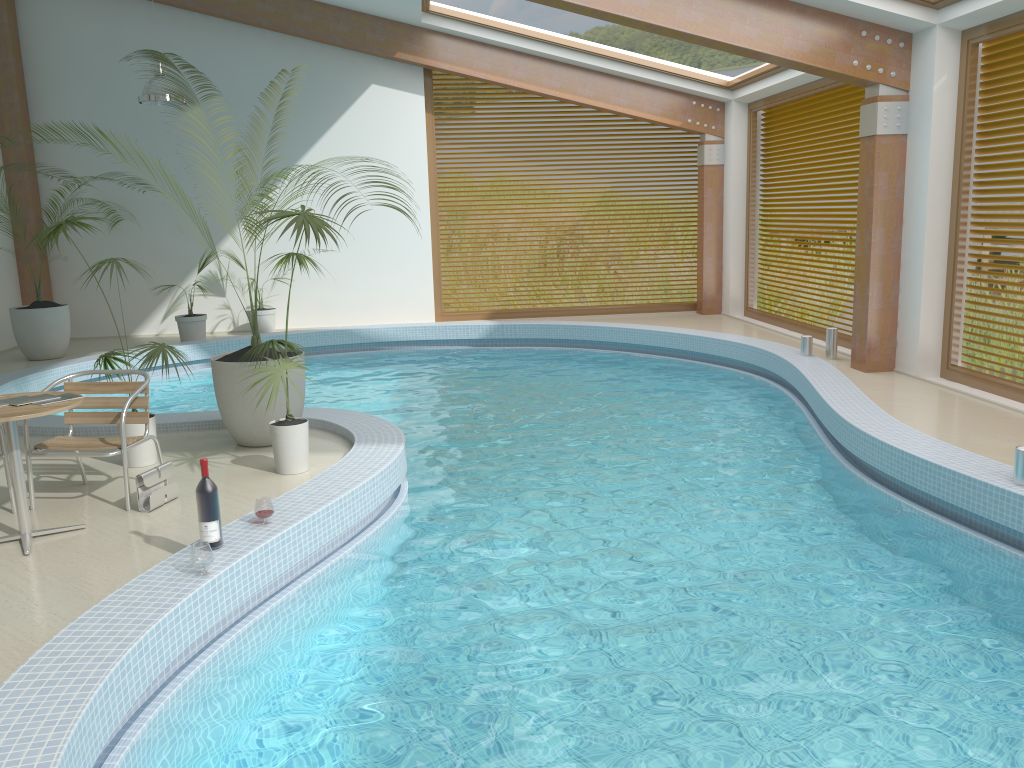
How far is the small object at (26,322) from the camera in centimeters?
1064cm

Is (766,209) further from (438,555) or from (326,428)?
(438,555)

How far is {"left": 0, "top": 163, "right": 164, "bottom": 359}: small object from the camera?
10.64m

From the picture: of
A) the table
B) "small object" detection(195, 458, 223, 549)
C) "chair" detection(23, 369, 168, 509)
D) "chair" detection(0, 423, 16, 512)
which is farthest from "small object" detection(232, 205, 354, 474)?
"chair" detection(0, 423, 16, 512)

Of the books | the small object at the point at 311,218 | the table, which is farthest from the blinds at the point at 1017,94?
the books

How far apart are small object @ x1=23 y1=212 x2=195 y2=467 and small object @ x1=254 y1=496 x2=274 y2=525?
1.7m

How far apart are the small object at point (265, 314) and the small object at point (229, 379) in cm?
596

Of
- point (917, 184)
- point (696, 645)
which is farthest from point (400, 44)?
point (696, 645)

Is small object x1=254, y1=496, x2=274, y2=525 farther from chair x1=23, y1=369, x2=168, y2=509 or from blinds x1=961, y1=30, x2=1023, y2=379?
blinds x1=961, y1=30, x2=1023, y2=379

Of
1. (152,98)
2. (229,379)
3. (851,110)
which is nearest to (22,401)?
(229,379)
